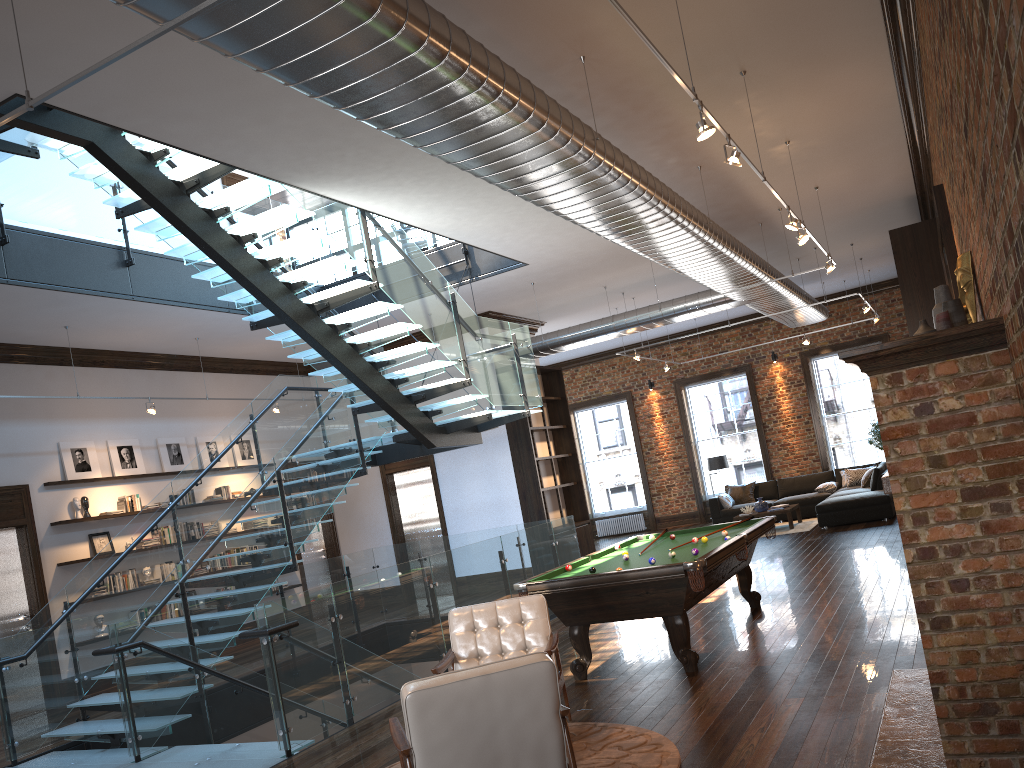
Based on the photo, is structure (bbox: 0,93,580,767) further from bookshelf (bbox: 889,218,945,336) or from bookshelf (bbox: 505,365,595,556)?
bookshelf (bbox: 889,218,945,336)

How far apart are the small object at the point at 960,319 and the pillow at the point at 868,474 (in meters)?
12.19

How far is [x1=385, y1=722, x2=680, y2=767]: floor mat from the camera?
4.77m

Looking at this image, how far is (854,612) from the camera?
7.58m

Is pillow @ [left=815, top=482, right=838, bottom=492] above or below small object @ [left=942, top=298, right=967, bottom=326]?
below

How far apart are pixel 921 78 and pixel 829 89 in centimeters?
72cm

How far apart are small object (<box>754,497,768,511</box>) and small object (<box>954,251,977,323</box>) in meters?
11.0 m

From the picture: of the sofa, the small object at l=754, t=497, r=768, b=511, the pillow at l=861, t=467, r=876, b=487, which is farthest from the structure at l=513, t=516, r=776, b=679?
the pillow at l=861, t=467, r=876, b=487

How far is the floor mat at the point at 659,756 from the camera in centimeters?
477cm

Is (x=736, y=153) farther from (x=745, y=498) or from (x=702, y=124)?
(x=745, y=498)
